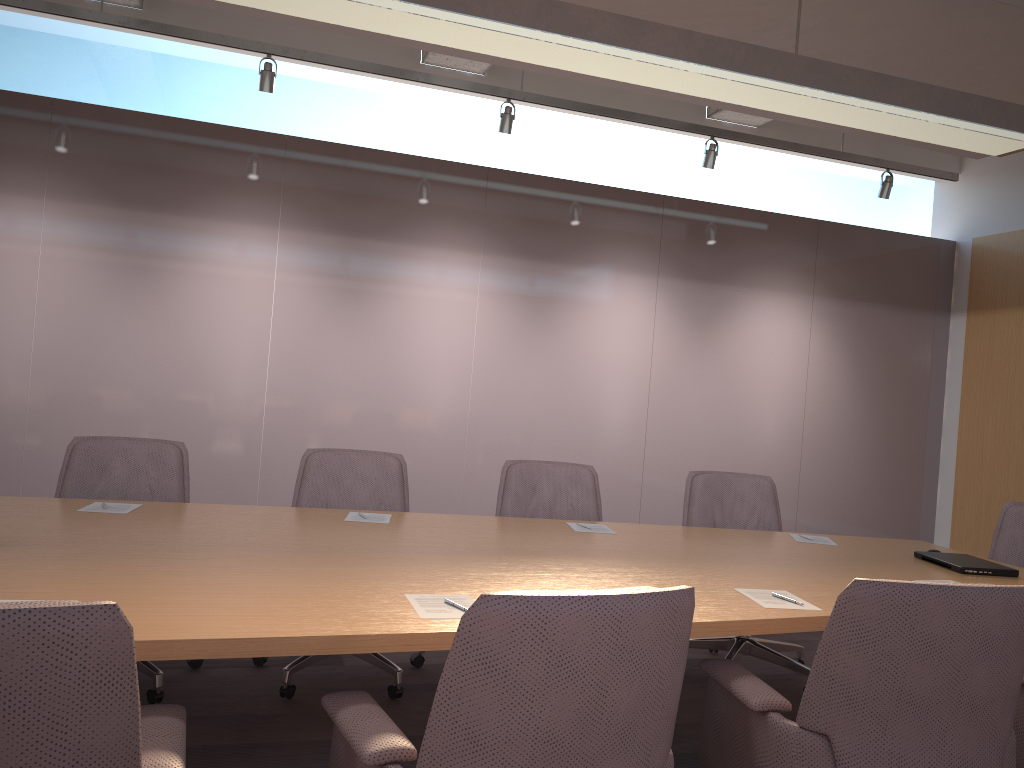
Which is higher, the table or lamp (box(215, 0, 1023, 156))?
lamp (box(215, 0, 1023, 156))

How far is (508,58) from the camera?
2.97m

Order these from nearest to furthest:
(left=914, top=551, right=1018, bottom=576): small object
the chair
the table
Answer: the chair, the table, (left=914, top=551, right=1018, bottom=576): small object

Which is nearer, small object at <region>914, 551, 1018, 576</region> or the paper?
the paper

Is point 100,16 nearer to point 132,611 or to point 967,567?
point 132,611

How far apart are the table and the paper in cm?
2

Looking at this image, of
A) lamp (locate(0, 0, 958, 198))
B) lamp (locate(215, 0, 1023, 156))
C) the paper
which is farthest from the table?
lamp (locate(0, 0, 958, 198))

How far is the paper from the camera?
2.1m

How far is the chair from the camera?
1.2m

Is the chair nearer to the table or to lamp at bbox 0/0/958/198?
the table
